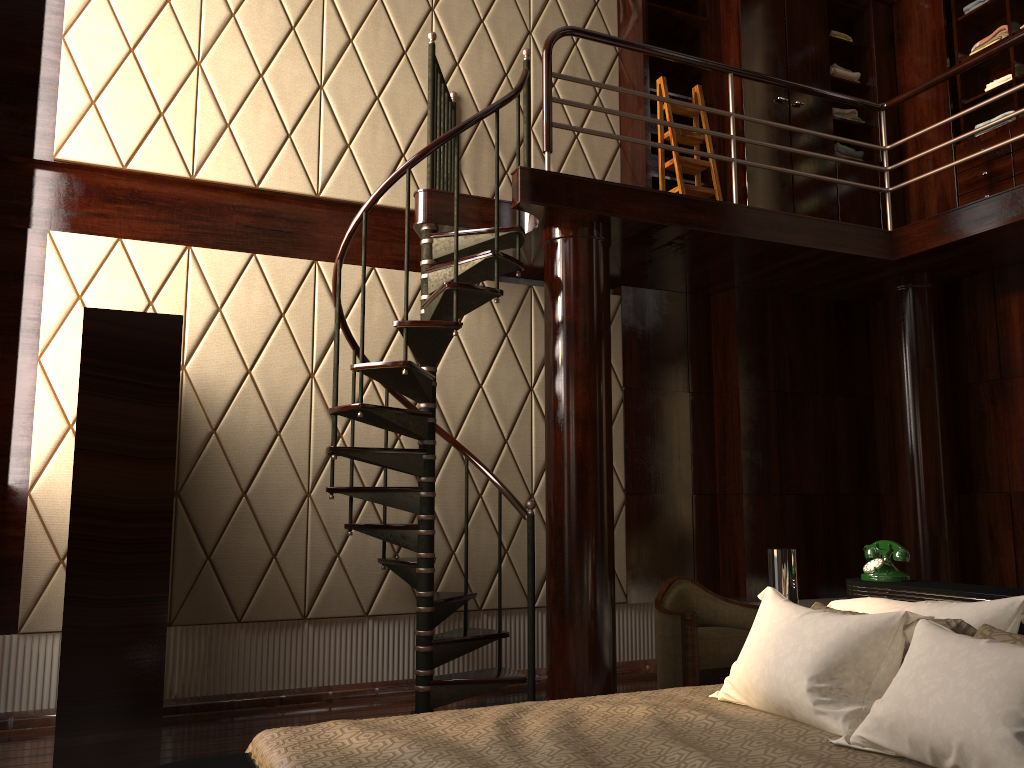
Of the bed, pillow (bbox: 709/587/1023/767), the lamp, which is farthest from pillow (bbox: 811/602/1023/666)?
the lamp

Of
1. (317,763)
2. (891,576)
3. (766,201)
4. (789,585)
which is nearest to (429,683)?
(789,585)

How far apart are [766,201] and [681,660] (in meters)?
2.68

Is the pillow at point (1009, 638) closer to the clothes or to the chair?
the chair

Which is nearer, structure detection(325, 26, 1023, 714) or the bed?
the bed

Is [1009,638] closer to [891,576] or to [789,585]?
[891,576]

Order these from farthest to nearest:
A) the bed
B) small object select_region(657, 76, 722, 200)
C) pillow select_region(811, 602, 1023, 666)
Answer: small object select_region(657, 76, 722, 200) → pillow select_region(811, 602, 1023, 666) → the bed

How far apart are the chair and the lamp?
1.2 meters

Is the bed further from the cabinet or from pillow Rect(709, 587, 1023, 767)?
the cabinet

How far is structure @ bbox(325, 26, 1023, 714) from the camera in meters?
3.8 m
